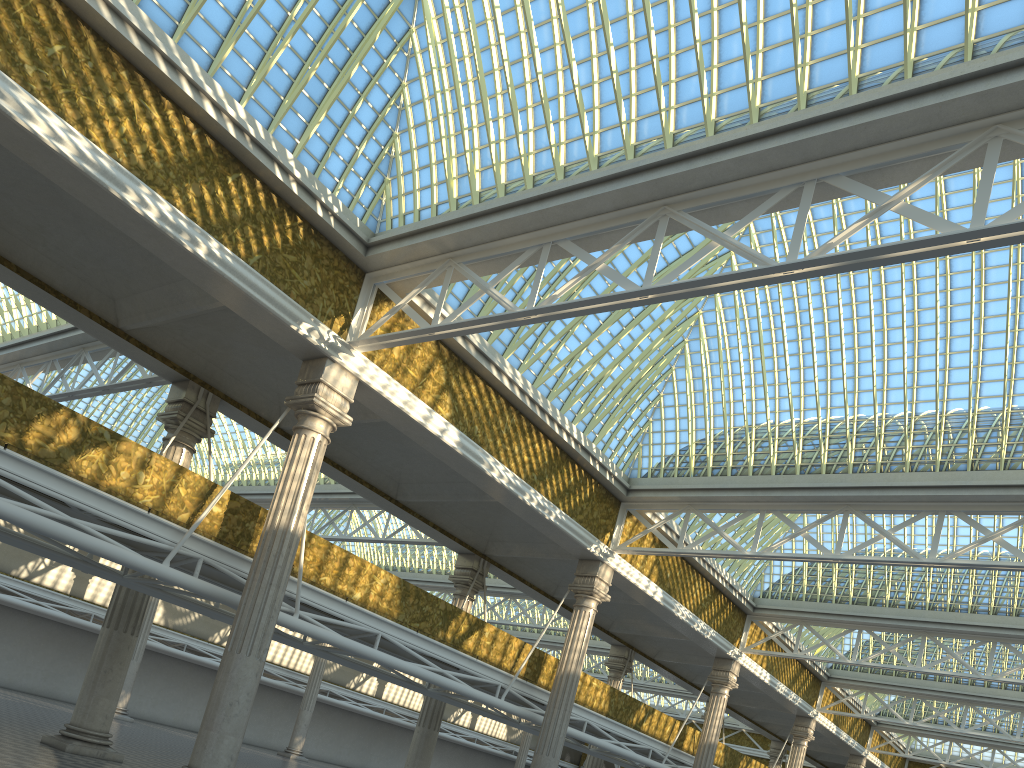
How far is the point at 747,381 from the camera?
23.8m

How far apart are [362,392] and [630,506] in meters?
10.5

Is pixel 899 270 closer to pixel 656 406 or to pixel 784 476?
pixel 784 476
